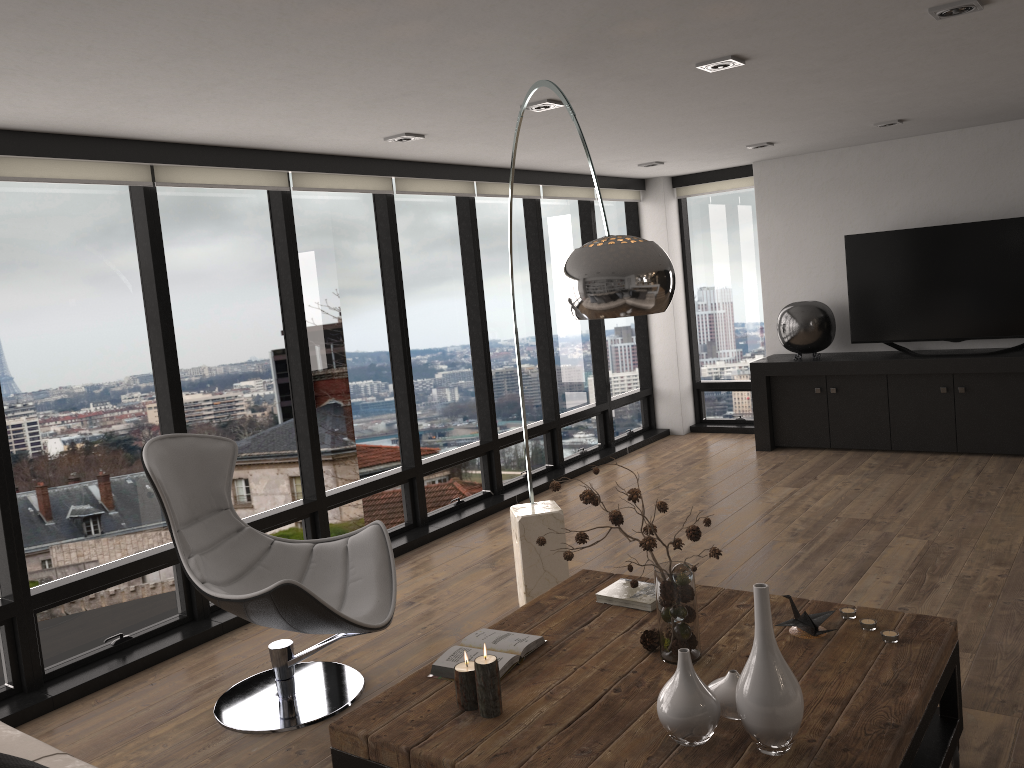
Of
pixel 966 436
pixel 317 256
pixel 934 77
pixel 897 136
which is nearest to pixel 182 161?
pixel 317 256

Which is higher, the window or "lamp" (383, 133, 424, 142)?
"lamp" (383, 133, 424, 142)

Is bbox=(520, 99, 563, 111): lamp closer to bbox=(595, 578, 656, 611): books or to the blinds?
the blinds

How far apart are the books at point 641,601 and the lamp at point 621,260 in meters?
1.0

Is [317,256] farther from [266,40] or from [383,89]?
[266,40]

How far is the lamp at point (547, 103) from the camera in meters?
4.1

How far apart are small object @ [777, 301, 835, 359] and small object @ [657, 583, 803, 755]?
5.27m

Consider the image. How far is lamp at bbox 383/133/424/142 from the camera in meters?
4.7 m

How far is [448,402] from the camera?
6.3 meters

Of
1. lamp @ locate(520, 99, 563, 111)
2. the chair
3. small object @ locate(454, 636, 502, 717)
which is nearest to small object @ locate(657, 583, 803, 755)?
small object @ locate(454, 636, 502, 717)
